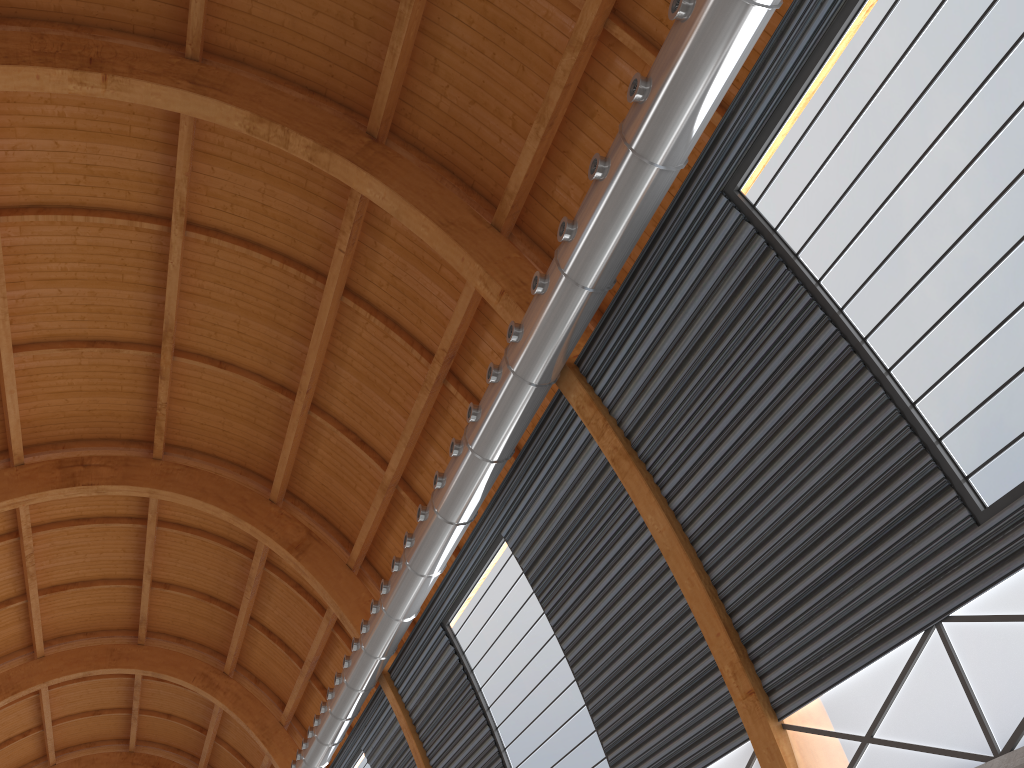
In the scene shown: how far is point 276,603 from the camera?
39.8m
